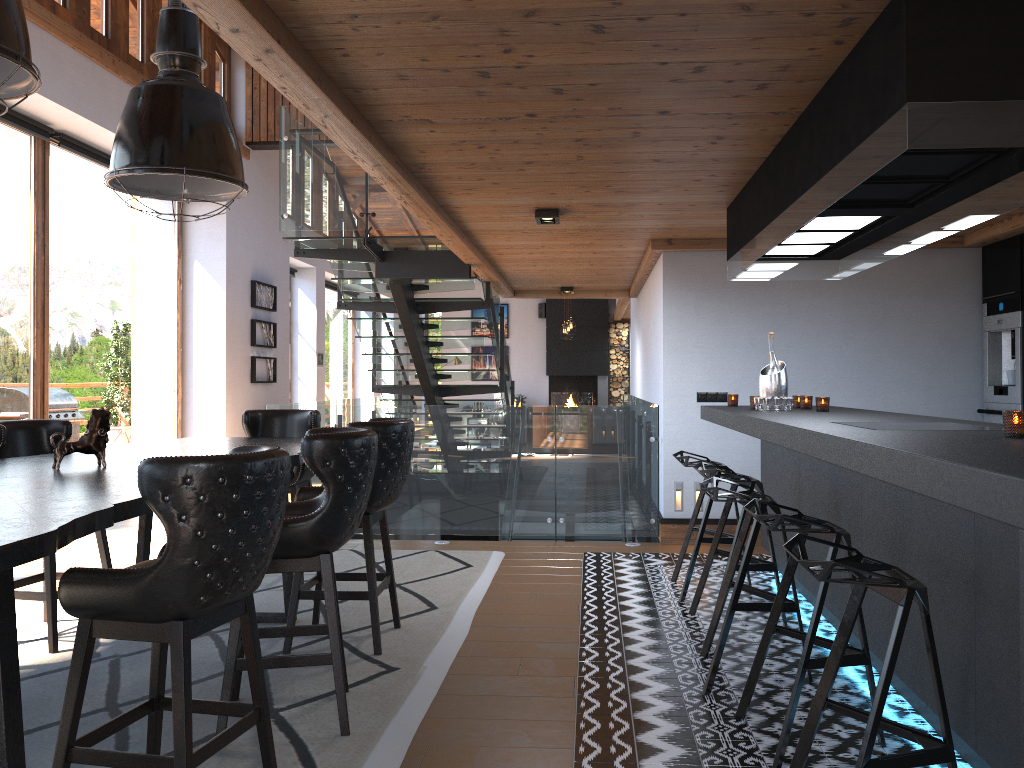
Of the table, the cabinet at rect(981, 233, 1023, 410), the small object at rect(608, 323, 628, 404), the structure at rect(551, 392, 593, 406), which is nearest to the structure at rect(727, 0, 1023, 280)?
the cabinet at rect(981, 233, 1023, 410)

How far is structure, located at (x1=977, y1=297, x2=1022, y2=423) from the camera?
6.20m

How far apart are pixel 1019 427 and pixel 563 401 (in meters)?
17.58

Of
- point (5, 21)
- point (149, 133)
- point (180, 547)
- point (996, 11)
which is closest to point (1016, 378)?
point (996, 11)

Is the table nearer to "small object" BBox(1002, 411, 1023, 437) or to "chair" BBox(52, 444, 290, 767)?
"chair" BBox(52, 444, 290, 767)

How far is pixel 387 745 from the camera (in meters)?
3.10

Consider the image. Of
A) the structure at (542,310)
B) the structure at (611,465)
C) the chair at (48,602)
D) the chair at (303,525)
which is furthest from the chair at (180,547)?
the structure at (542,310)

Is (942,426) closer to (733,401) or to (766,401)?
(766,401)

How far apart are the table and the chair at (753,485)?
2.0 meters

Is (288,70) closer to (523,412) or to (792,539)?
(792,539)
